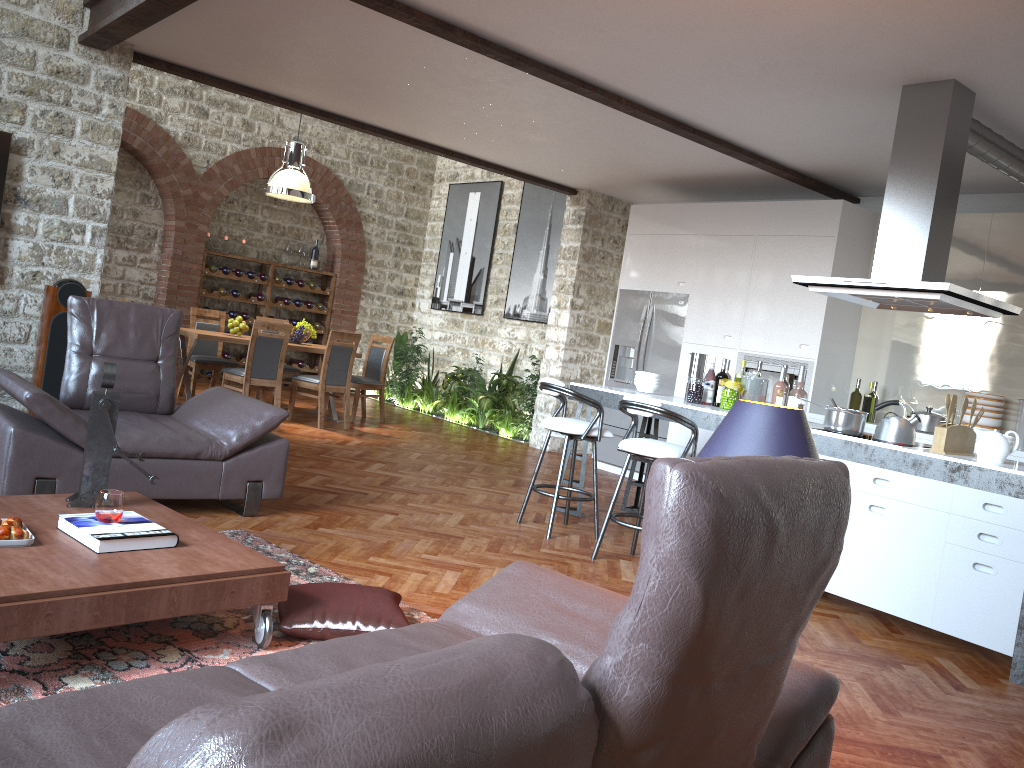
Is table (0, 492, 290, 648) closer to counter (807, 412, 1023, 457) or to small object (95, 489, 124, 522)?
small object (95, 489, 124, 522)

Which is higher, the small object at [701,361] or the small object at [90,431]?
the small object at [701,361]

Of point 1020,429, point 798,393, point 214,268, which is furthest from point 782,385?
point 214,268

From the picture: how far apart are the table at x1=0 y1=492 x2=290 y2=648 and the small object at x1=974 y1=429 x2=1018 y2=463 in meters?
3.4 m

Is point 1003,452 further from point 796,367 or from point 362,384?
point 362,384

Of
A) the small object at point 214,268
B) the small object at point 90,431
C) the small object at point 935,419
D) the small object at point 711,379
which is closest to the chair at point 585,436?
the small object at point 711,379

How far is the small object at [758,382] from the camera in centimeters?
571cm

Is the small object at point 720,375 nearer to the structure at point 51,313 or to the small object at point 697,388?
the small object at point 697,388

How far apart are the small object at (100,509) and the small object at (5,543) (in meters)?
0.23

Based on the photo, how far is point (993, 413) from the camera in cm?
643
